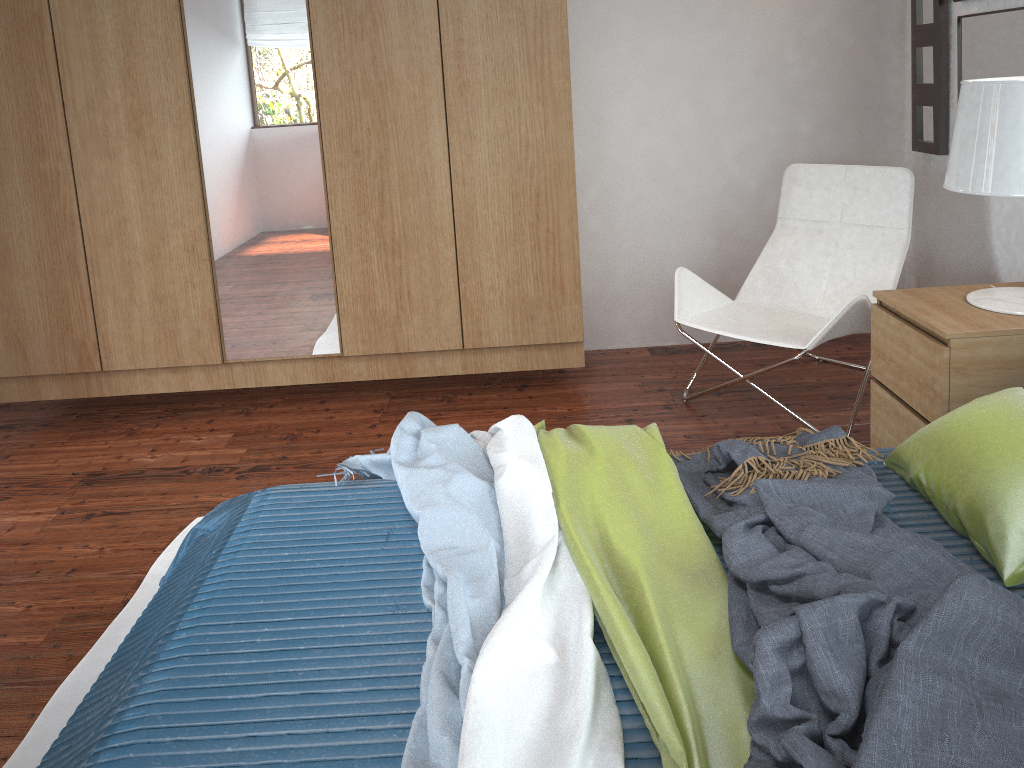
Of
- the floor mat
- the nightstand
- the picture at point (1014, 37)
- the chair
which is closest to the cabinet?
the chair

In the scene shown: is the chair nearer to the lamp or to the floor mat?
the lamp

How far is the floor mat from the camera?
1.72m

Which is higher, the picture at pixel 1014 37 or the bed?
the picture at pixel 1014 37

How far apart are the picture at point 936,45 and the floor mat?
2.93m

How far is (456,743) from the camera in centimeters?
120cm

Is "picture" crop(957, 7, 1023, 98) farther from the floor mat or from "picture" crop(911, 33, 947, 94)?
the floor mat

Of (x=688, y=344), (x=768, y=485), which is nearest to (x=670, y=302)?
(x=688, y=344)

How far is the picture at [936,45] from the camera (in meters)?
3.11

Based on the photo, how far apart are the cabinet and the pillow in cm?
143
